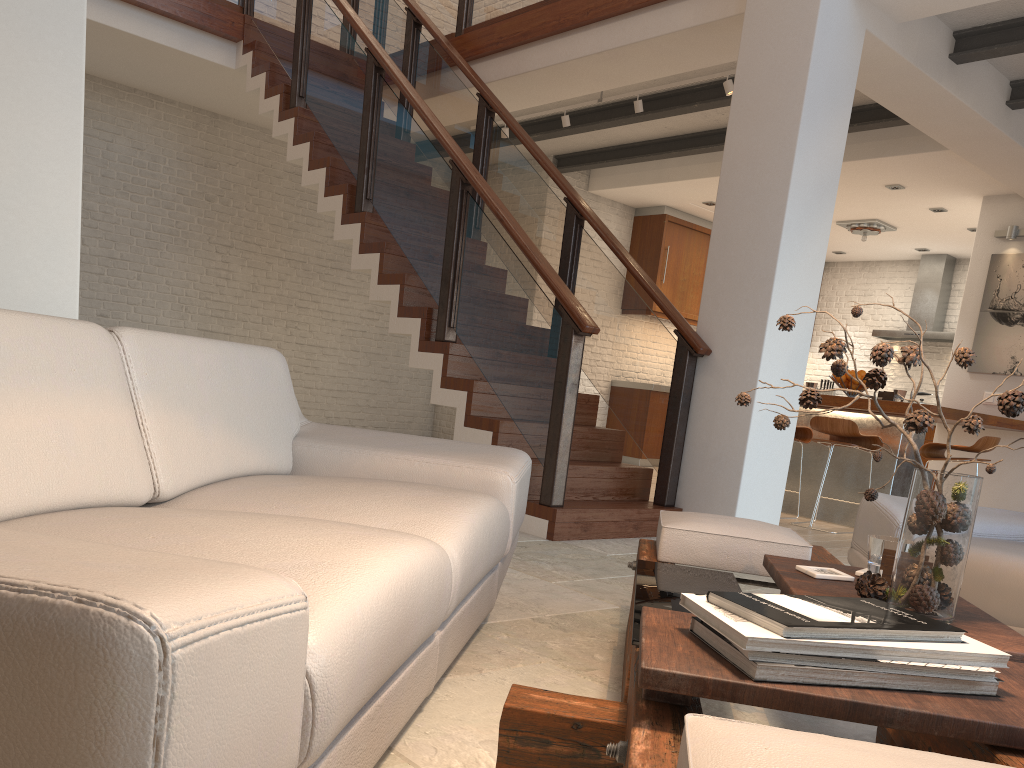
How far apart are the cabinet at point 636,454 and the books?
8.48m

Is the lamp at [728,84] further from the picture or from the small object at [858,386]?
the picture

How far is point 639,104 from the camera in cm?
663

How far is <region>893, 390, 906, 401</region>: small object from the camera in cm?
621

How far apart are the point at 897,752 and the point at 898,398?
5.91m

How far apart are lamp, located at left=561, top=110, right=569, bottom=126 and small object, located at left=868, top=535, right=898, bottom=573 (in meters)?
5.75

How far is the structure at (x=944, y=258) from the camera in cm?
1051

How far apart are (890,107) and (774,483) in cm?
283

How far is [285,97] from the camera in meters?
6.6 m

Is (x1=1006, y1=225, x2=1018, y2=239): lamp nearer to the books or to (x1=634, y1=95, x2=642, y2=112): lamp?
(x1=634, y1=95, x2=642, y2=112): lamp
